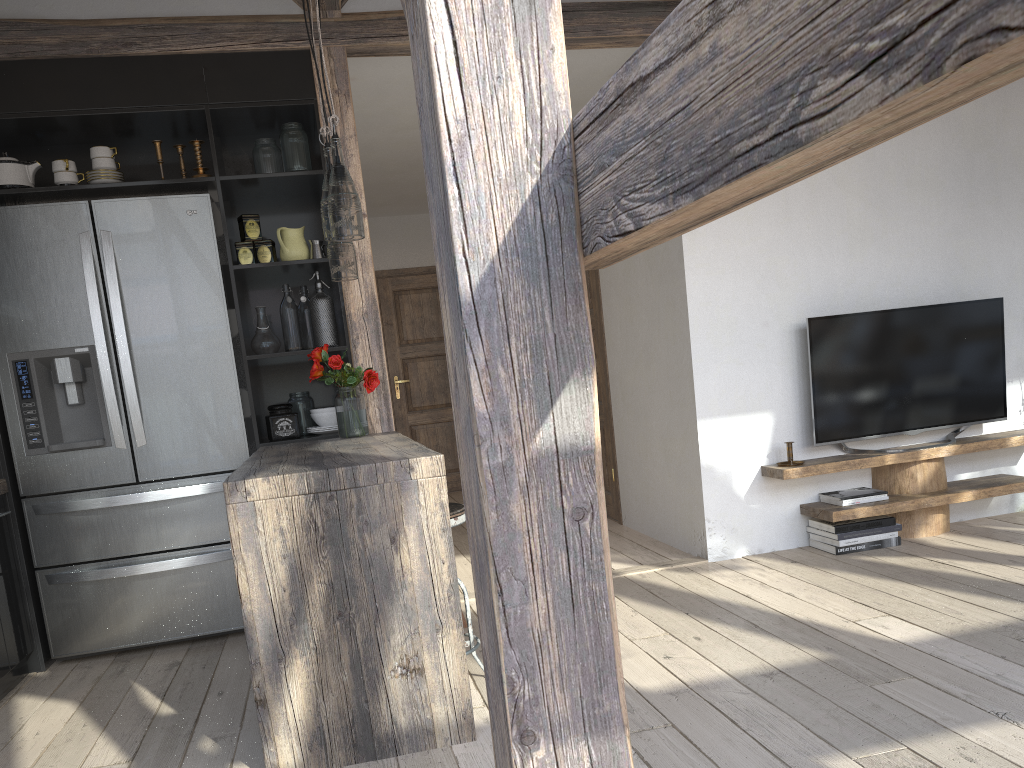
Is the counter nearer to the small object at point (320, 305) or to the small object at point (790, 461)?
the small object at point (320, 305)

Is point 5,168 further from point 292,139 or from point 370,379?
point 370,379

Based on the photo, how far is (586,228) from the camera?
1.0m

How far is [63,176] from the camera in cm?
374

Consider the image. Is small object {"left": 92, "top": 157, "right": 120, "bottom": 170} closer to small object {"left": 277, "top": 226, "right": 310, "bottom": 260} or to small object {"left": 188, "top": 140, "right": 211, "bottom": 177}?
small object {"left": 188, "top": 140, "right": 211, "bottom": 177}

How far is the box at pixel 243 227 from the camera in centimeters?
396cm

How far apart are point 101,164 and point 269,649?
2.4 meters

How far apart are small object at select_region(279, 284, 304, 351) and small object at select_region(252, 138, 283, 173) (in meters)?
0.53

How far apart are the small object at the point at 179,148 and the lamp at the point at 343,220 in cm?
140

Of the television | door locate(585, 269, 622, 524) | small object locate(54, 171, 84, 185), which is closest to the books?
the television
